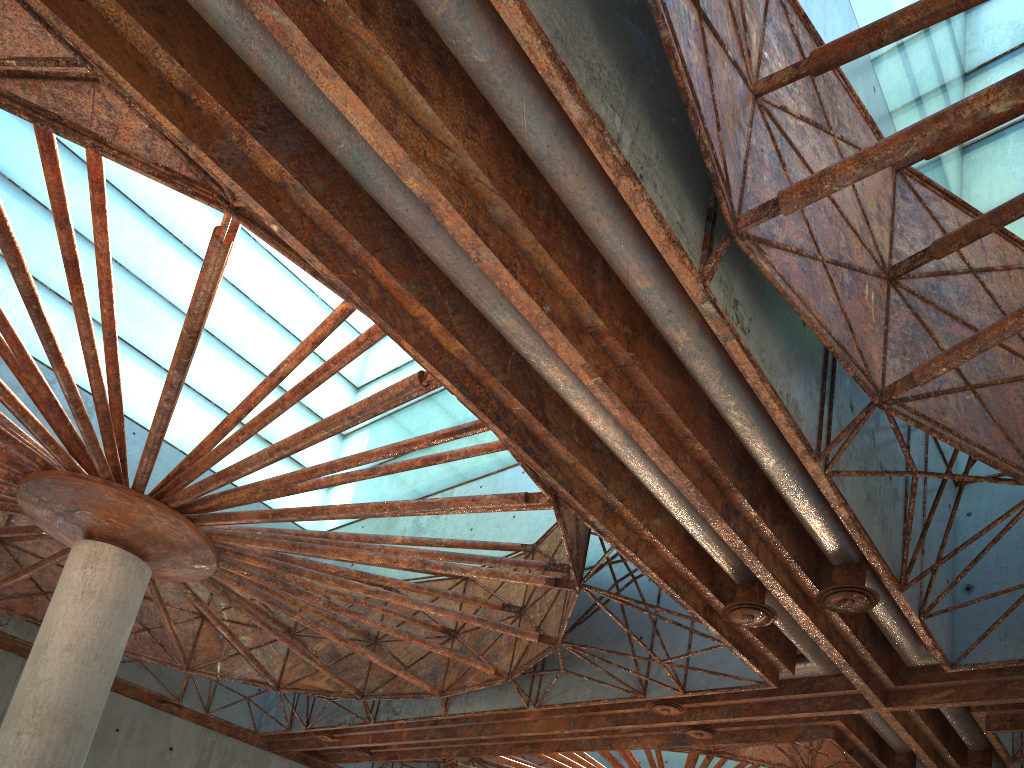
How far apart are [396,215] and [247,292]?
34.2m

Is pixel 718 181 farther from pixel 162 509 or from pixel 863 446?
pixel 162 509

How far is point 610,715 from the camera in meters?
26.7 m
